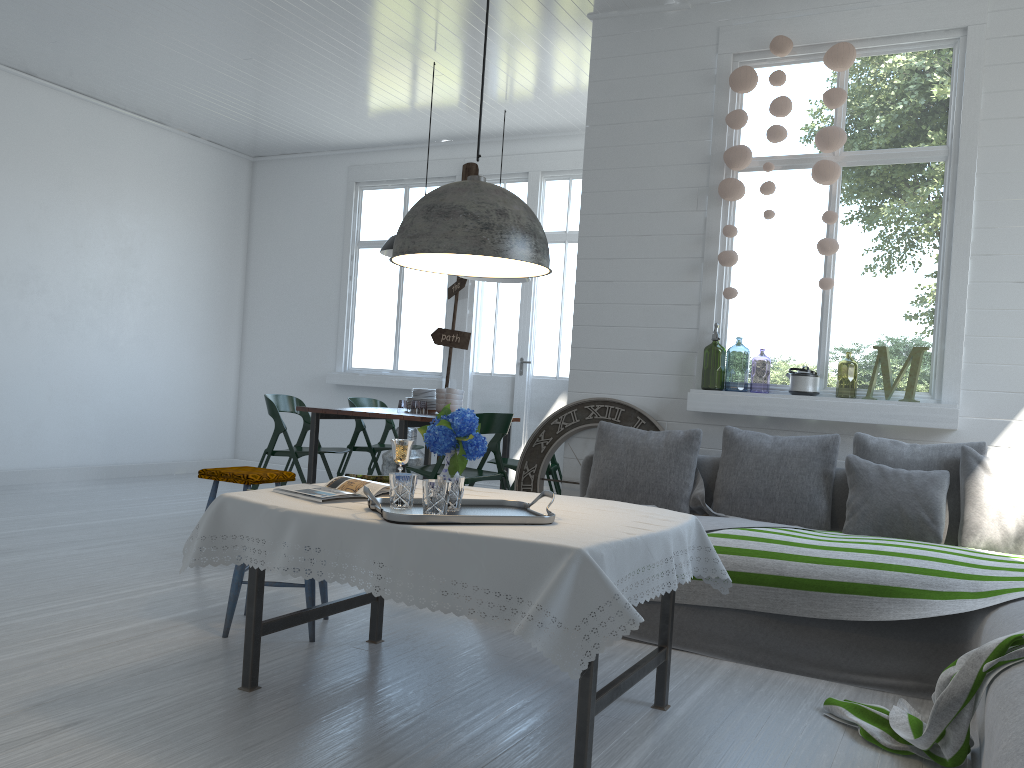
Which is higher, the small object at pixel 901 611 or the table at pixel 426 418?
the table at pixel 426 418

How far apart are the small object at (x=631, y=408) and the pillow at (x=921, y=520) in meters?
1.3 m

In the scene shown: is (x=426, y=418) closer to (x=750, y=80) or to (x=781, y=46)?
(x=750, y=80)

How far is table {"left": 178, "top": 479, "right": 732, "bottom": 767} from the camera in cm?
252

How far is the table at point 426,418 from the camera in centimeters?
603cm

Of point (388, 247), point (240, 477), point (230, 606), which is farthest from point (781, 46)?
point (230, 606)

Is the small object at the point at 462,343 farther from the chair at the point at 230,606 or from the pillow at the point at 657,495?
the chair at the point at 230,606

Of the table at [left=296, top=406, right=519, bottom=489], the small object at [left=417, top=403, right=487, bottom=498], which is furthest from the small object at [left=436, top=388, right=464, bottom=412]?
the small object at [left=417, top=403, right=487, bottom=498]

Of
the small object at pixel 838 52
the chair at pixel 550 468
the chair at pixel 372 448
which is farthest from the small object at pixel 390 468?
the small object at pixel 838 52

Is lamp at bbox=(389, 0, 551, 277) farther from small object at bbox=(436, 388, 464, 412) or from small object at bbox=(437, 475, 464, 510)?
small object at bbox=(436, 388, 464, 412)
